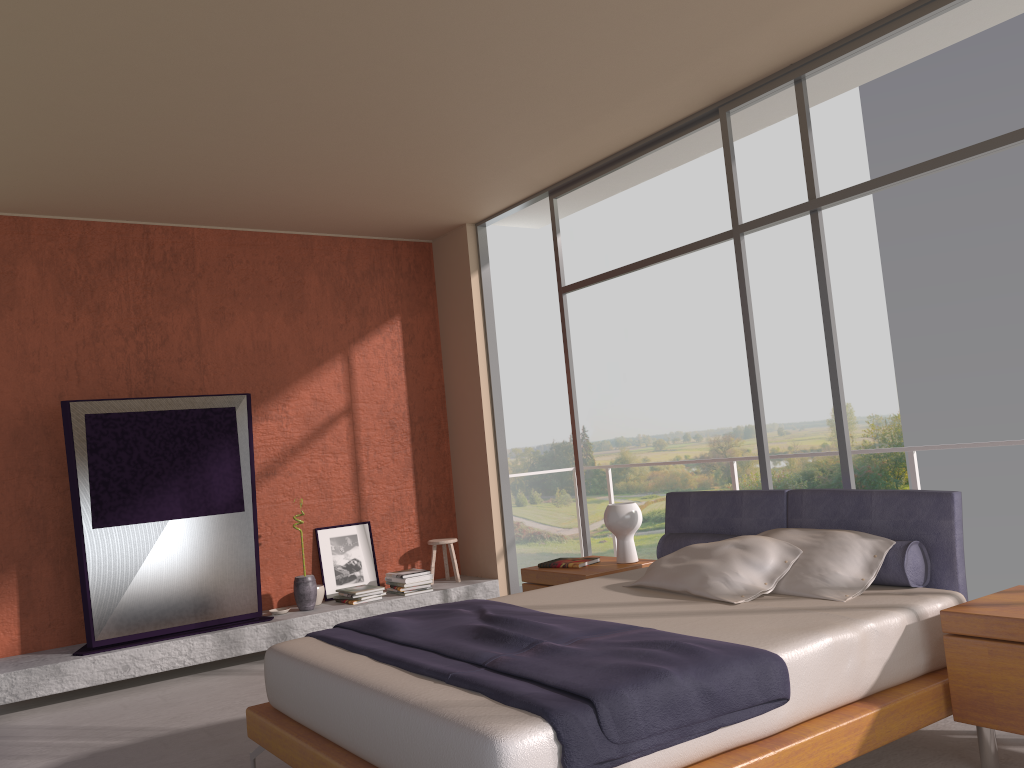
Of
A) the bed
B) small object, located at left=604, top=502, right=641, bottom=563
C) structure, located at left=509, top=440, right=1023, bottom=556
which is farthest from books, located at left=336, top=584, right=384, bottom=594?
structure, located at left=509, top=440, right=1023, bottom=556

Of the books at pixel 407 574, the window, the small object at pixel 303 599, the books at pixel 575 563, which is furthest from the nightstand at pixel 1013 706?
the small object at pixel 303 599

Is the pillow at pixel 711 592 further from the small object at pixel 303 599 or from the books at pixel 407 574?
the small object at pixel 303 599

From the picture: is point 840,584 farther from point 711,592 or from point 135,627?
point 135,627

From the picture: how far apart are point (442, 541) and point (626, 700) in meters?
4.7 m

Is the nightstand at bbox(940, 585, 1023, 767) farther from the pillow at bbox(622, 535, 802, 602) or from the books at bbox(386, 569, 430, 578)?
the books at bbox(386, 569, 430, 578)

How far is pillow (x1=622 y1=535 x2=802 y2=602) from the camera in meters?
3.7 m

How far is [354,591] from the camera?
6.5m

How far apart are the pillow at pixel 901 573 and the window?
0.6m

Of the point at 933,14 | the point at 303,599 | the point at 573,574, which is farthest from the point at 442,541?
the point at 933,14
